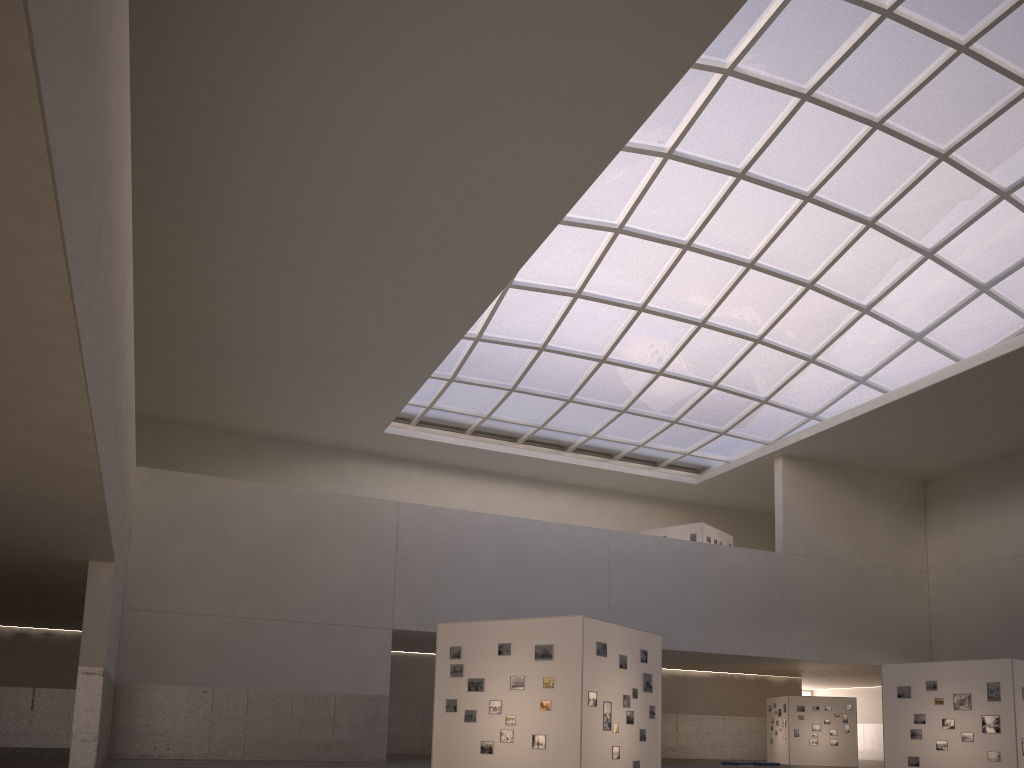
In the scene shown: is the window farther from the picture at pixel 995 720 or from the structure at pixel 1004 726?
the picture at pixel 995 720

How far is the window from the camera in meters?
35.6

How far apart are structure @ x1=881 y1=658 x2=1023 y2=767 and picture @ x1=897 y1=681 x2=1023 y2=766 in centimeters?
18cm

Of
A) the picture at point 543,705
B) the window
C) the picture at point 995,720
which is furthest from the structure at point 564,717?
the window

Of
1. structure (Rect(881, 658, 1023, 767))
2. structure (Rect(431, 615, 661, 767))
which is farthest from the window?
structure (Rect(431, 615, 661, 767))

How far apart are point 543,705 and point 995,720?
16.5 meters

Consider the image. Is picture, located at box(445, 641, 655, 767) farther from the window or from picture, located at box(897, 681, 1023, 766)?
the window

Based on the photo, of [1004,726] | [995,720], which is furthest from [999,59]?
[1004,726]

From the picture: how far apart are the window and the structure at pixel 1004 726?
21.8 meters

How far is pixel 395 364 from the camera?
45.38m
